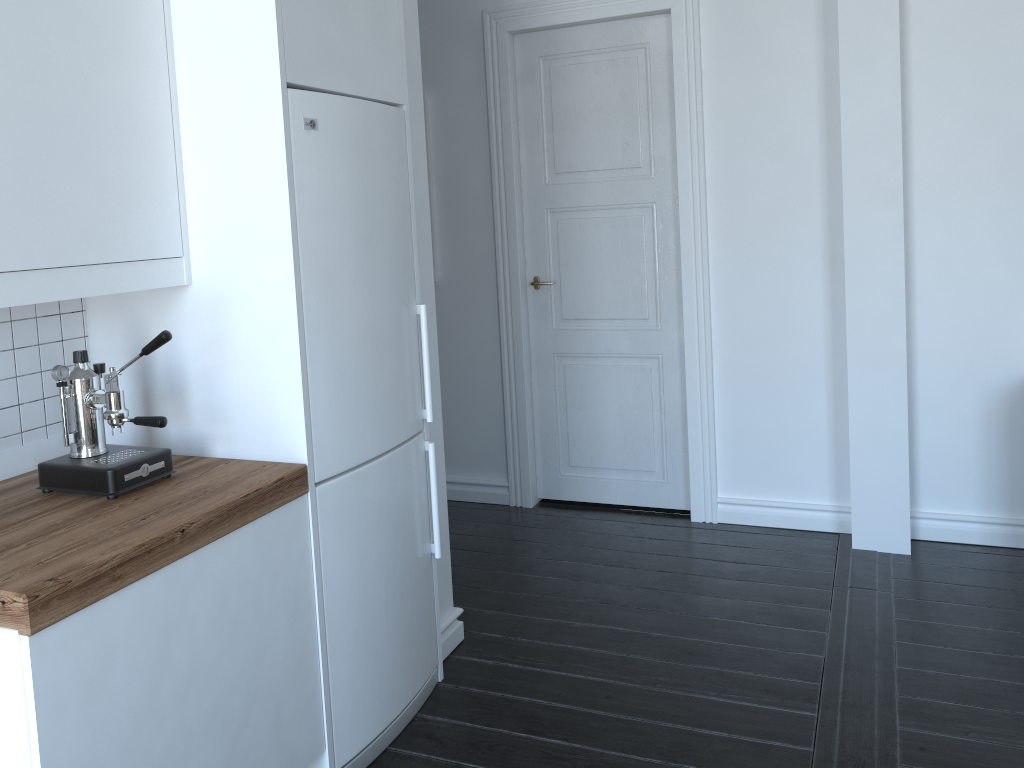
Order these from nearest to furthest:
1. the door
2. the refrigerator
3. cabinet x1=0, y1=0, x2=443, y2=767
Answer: cabinet x1=0, y1=0, x2=443, y2=767 → the refrigerator → the door

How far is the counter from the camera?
1.6m

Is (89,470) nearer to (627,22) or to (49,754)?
(49,754)

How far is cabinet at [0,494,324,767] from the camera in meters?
1.6

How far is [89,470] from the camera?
2.0 meters

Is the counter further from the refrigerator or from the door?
the door

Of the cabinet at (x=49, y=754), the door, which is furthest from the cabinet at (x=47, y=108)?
the door

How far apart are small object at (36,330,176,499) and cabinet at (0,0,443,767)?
0.2 meters

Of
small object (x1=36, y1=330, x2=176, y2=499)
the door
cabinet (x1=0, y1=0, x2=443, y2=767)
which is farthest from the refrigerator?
the door

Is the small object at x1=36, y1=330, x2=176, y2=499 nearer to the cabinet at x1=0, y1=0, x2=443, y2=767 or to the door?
the cabinet at x1=0, y1=0, x2=443, y2=767
